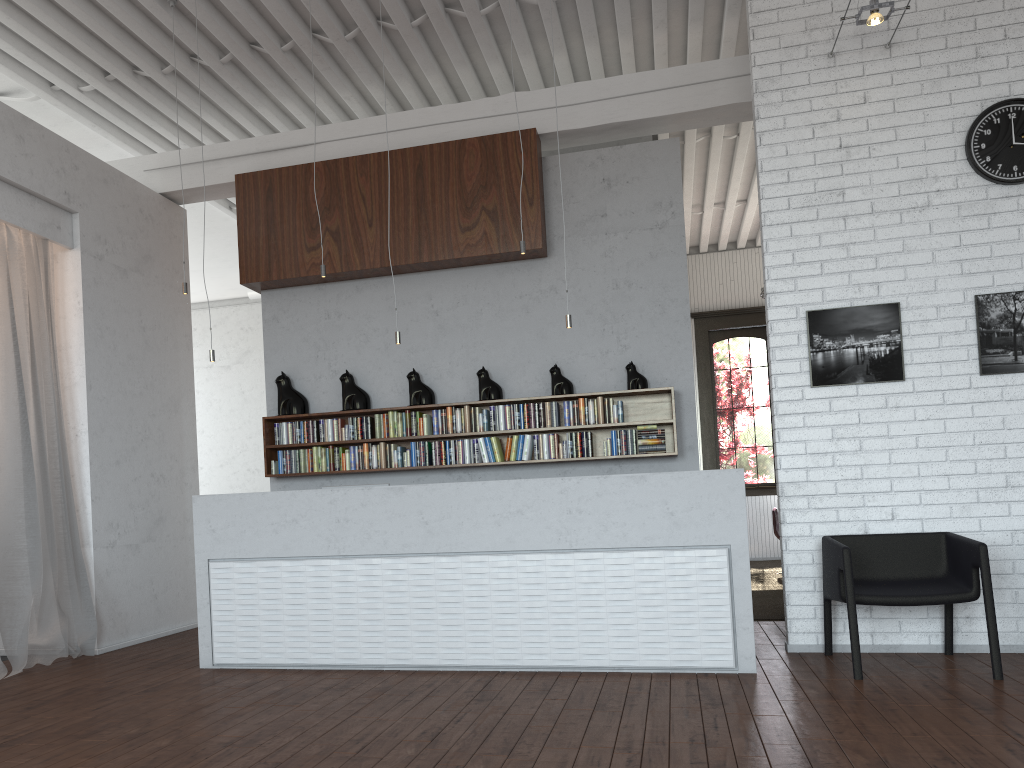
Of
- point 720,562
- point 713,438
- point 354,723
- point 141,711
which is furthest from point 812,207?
point 713,438
